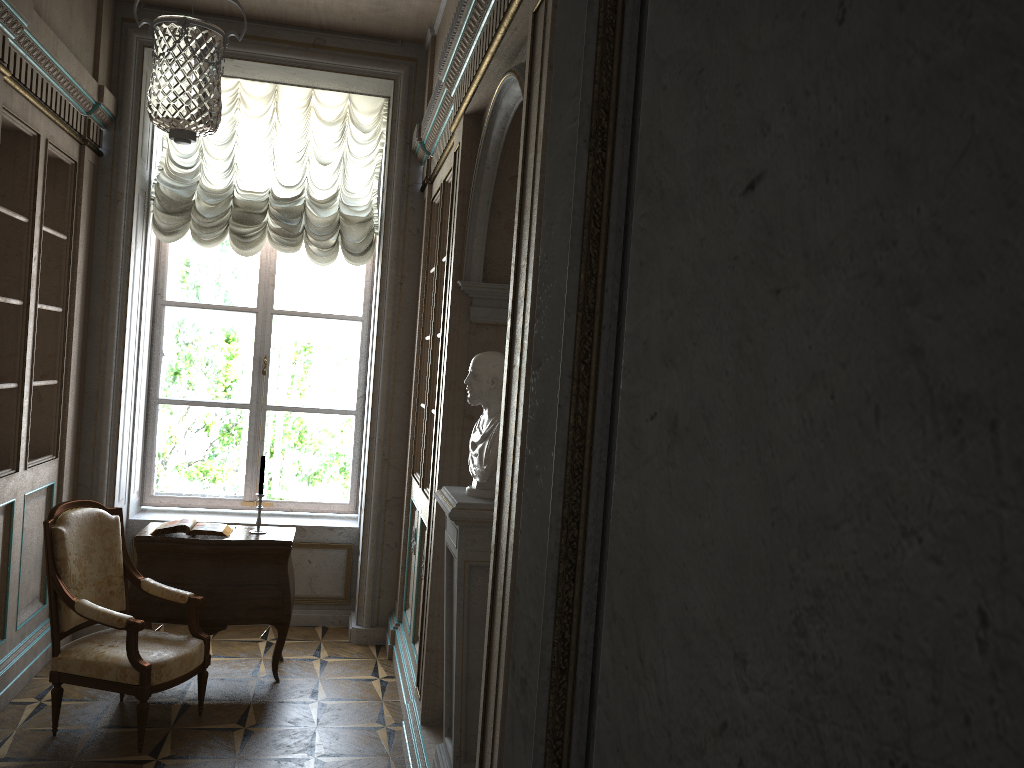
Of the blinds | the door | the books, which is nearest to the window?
the blinds

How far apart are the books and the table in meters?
0.0 m

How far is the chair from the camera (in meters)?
3.88

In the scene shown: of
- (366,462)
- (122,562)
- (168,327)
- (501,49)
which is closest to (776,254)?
(501,49)

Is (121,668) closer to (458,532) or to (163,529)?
(163,529)

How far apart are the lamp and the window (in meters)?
0.71

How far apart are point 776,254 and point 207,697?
4.83m

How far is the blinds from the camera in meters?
5.6 m

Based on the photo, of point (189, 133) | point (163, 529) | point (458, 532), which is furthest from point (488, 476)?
point (163, 529)

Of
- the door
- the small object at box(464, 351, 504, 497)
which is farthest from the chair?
the door
